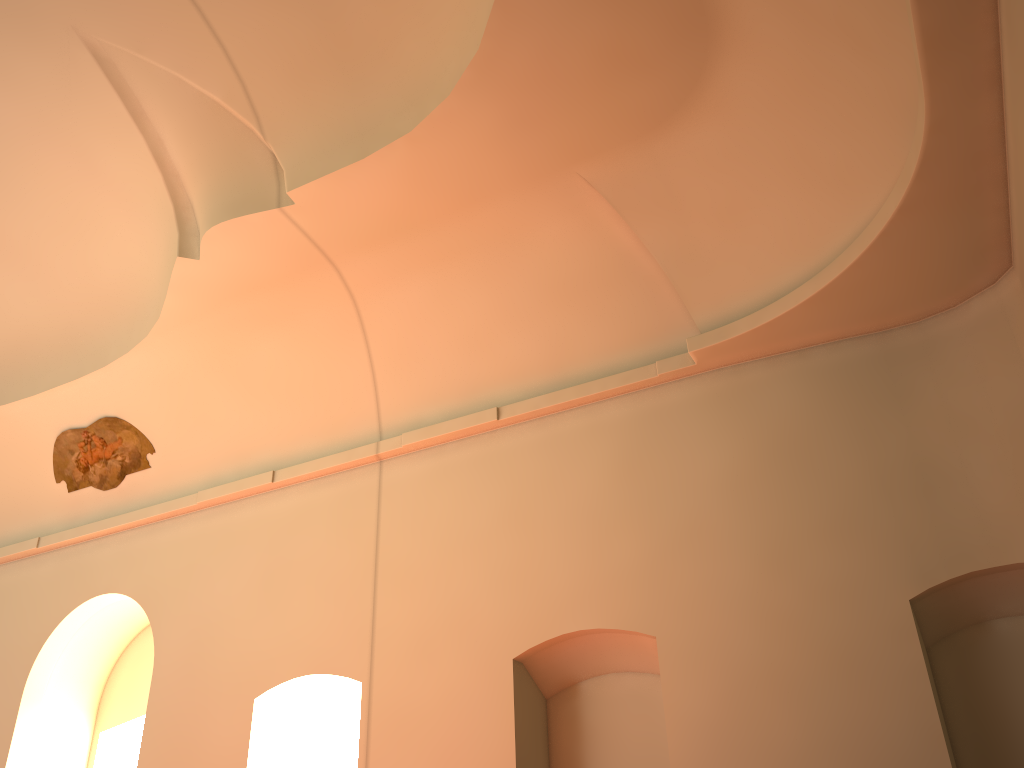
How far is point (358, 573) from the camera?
8.9m

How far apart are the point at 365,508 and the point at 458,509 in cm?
116
